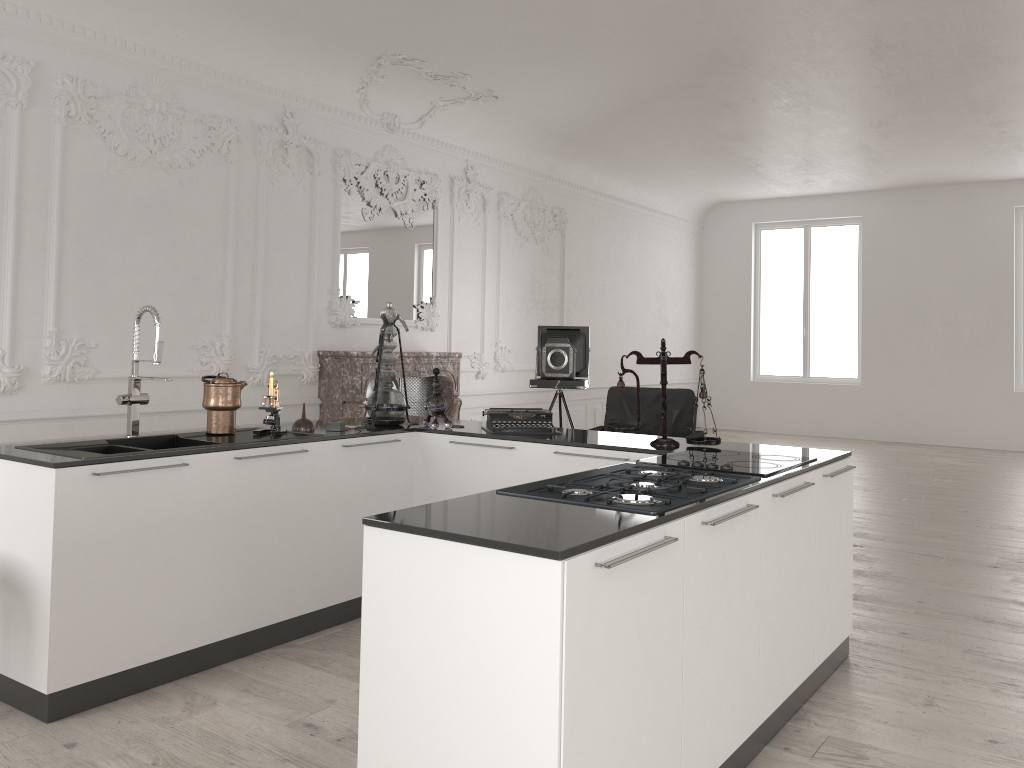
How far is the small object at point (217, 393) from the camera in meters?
4.1 m

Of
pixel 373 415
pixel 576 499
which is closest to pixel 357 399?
pixel 373 415

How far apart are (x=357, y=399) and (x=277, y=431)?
3.6m

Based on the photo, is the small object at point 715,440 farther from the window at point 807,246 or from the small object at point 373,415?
the window at point 807,246

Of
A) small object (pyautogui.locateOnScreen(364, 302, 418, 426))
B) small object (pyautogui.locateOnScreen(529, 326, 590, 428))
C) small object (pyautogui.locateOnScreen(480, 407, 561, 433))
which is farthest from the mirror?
small object (pyautogui.locateOnScreen(480, 407, 561, 433))

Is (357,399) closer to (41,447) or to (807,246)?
(41,447)

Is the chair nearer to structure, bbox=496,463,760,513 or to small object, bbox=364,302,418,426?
small object, bbox=364,302,418,426

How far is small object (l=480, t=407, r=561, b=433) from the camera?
4.4m

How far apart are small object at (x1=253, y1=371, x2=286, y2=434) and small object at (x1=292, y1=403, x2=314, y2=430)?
0.1 meters

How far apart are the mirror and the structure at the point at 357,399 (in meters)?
0.61
